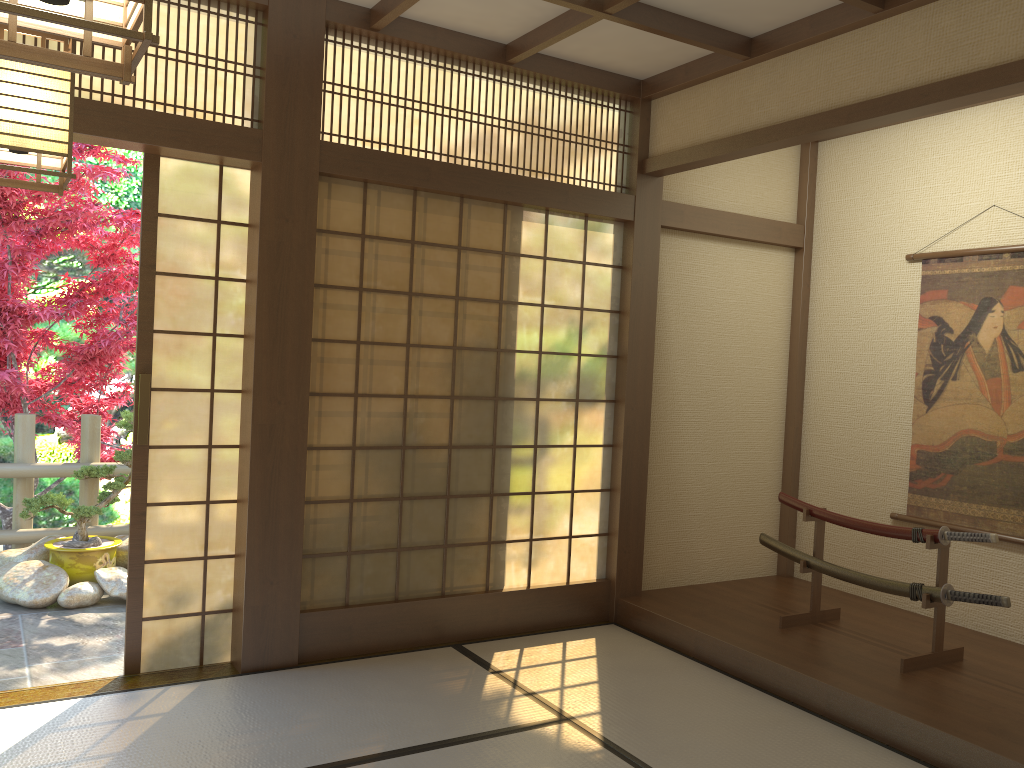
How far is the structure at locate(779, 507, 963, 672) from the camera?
4.0 meters

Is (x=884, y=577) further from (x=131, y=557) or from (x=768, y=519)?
(x=131, y=557)

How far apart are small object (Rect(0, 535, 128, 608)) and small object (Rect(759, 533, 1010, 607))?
3.6m

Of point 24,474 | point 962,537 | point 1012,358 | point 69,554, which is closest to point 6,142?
point 962,537

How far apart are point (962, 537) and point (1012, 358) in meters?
1.2

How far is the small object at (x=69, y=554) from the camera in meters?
5.3 m

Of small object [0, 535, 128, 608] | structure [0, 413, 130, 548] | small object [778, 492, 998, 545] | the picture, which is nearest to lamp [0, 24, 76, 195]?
small object [0, 535, 128, 608]

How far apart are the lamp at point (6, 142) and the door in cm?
148

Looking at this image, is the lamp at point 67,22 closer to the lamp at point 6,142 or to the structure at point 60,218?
the lamp at point 6,142

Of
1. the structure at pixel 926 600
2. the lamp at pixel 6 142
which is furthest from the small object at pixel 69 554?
the structure at pixel 926 600
